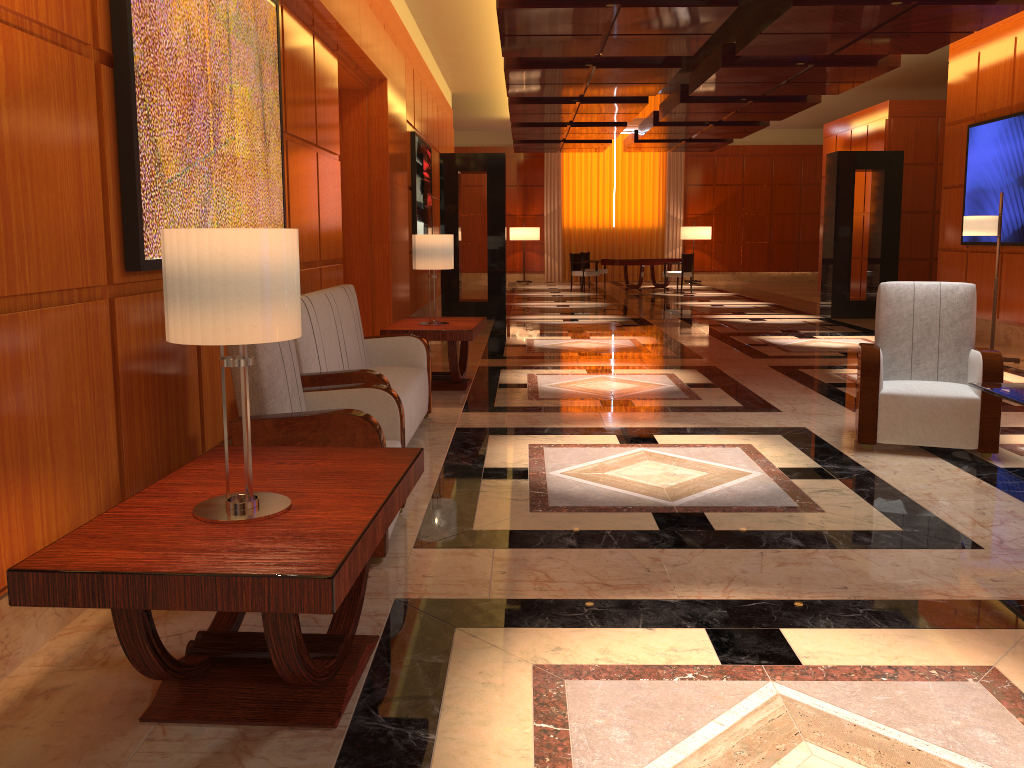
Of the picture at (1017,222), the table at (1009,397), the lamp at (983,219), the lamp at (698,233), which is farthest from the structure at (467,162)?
the lamp at (698,233)

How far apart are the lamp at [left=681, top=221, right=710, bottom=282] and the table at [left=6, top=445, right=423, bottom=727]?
21.6 meters

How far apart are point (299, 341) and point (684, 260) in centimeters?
1564cm

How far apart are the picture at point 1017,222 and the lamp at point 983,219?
1.3 meters

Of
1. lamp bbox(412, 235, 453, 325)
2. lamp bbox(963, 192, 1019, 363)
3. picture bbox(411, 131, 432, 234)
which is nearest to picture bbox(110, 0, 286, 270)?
lamp bbox(412, 235, 453, 325)

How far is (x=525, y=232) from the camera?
23.56m

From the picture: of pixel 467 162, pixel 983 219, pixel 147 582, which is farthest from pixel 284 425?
pixel 467 162

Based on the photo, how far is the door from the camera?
8.3 meters

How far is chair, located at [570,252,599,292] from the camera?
19.88m

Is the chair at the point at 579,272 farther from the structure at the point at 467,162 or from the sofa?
the sofa
